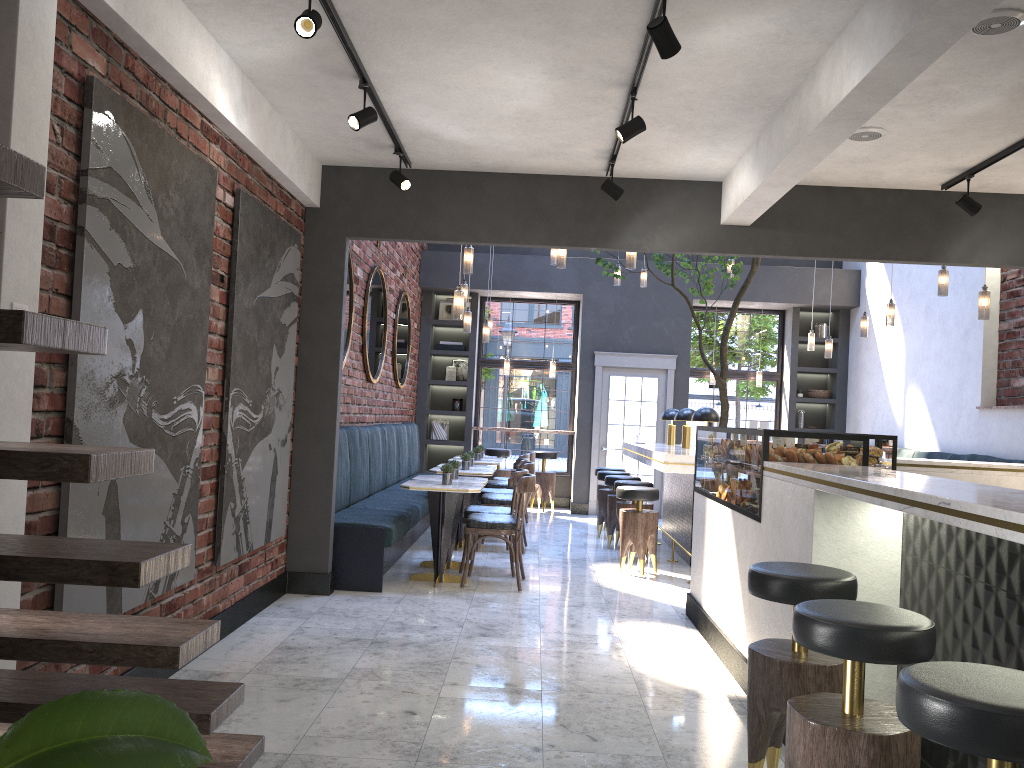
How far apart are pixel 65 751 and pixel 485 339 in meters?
9.5 m

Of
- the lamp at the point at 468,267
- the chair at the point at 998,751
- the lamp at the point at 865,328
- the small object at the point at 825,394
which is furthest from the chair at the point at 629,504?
the chair at the point at 998,751

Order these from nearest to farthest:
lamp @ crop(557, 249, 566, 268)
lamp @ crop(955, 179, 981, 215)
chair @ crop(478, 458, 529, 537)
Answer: lamp @ crop(955, 179, 981, 215) → lamp @ crop(557, 249, 566, 268) → chair @ crop(478, 458, 529, 537)

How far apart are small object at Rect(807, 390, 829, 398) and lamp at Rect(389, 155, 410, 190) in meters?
8.4

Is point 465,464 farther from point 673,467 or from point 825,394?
point 825,394

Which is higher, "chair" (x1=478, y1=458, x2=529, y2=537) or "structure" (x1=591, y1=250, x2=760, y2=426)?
"structure" (x1=591, y1=250, x2=760, y2=426)

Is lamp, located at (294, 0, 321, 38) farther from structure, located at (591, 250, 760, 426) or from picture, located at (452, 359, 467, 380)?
picture, located at (452, 359, 467, 380)

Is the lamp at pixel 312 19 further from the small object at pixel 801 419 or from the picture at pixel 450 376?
the small object at pixel 801 419

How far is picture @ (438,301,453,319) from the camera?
12.8 meters

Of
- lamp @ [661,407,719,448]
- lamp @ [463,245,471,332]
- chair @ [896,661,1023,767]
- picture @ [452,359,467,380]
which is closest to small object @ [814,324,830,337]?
lamp @ [661,407,719,448]
